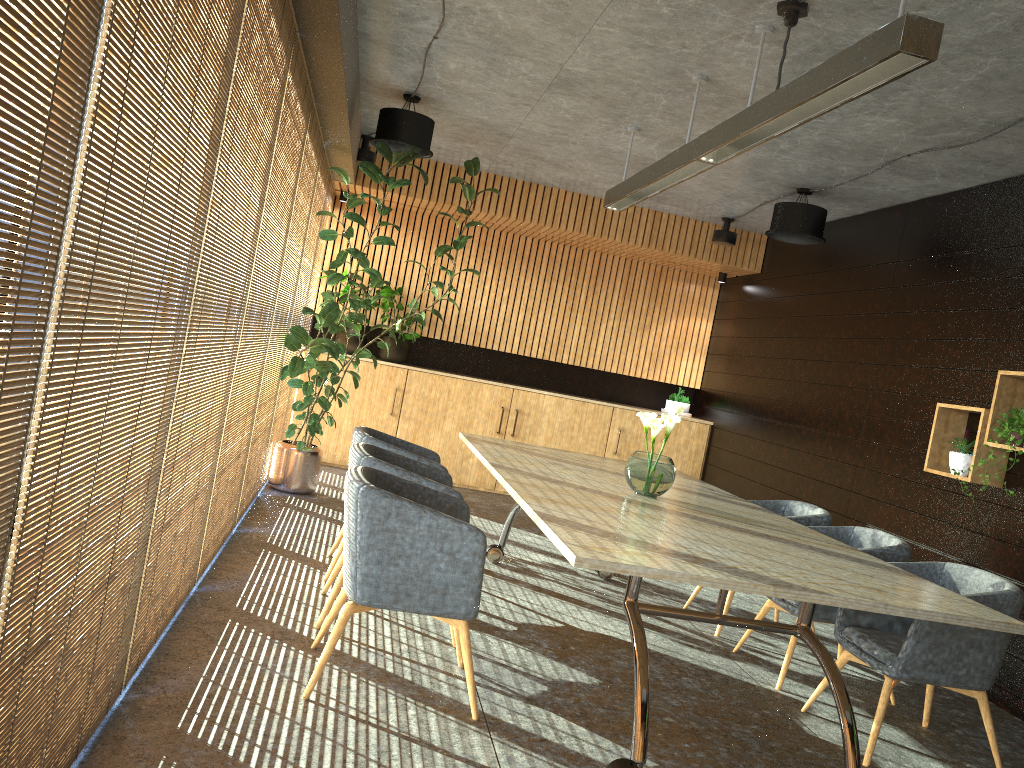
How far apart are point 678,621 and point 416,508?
3.05m

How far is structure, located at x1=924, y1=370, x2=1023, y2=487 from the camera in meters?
5.7

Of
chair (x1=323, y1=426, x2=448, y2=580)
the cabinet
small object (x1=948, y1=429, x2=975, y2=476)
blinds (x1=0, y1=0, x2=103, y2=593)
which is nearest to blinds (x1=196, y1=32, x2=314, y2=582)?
chair (x1=323, y1=426, x2=448, y2=580)

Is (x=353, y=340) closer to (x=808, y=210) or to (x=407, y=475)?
(x=808, y=210)

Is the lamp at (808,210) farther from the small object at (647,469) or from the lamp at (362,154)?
the small object at (647,469)

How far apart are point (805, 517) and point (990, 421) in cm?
131

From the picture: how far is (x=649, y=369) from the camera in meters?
11.2 m

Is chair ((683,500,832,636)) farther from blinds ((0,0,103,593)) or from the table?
blinds ((0,0,103,593))

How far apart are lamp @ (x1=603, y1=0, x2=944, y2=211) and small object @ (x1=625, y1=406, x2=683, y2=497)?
1.4 meters

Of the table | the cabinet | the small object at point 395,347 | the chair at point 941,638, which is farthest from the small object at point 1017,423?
the small object at point 395,347
